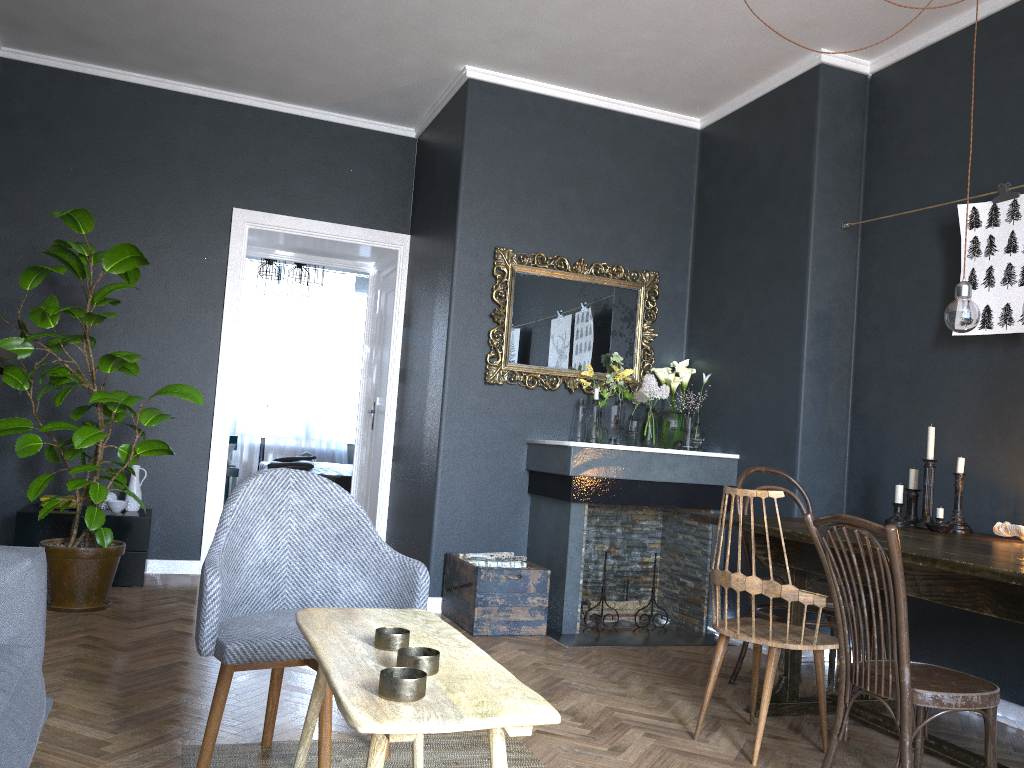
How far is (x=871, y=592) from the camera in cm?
227

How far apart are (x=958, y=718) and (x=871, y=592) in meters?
1.6 m

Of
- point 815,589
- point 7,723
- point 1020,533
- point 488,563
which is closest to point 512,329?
point 488,563

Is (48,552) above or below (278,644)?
below

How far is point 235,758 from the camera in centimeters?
246cm

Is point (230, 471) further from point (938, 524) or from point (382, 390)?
point (938, 524)

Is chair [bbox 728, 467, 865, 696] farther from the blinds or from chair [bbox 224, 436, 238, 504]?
the blinds

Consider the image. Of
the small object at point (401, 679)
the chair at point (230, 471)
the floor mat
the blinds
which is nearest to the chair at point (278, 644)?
the floor mat

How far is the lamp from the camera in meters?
3.0

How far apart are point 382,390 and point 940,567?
4.67m
